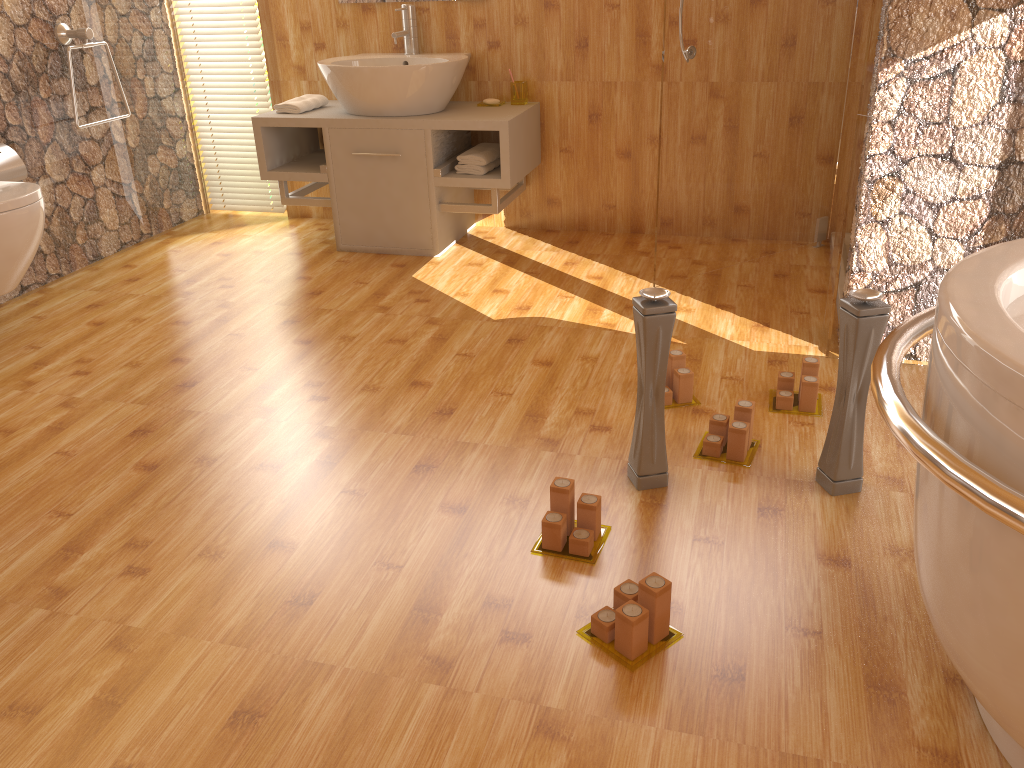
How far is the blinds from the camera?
4.1 meters

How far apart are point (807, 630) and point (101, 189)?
3.5m

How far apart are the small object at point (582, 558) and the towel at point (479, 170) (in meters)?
2.04

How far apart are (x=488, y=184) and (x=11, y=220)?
1.71m

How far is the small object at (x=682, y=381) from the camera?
2.5m

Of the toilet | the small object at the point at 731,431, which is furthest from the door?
the toilet

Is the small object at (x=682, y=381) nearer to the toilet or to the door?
the door

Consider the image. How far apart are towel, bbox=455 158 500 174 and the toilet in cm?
155

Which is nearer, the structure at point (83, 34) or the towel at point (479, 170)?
the structure at point (83, 34)

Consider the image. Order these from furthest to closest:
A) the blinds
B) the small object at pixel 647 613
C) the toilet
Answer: the blinds → the toilet → the small object at pixel 647 613
